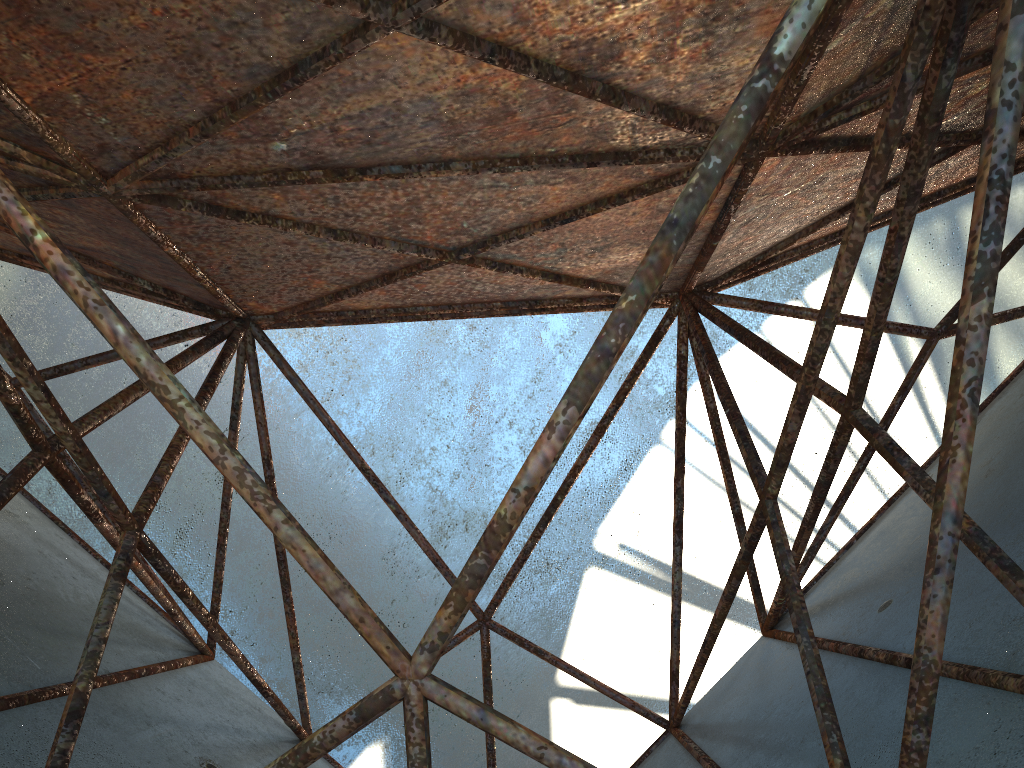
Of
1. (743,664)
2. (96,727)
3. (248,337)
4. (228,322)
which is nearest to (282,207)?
(228,322)
